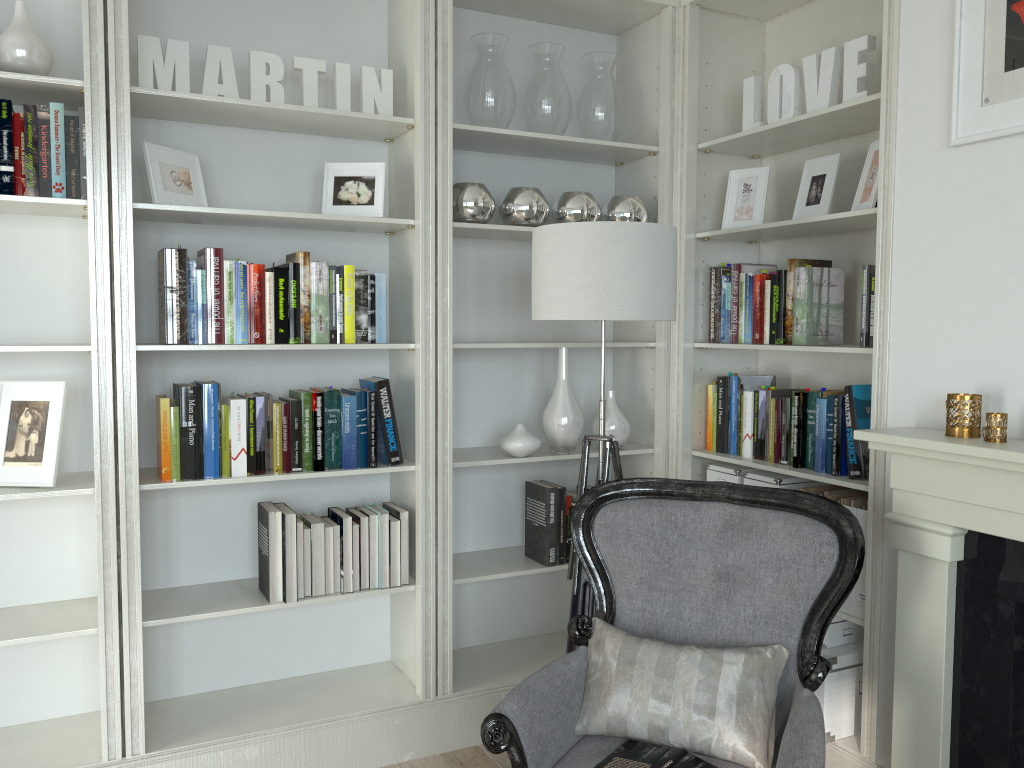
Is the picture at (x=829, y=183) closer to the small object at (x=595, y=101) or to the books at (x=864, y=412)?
the books at (x=864, y=412)

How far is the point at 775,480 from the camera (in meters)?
3.02

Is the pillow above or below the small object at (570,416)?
below

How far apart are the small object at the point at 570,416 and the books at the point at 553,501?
0.13m

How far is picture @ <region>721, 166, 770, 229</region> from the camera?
3.17m

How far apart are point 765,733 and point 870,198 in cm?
157

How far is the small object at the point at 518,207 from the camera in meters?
3.1

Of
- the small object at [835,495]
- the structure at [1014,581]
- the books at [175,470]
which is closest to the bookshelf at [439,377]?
the books at [175,470]

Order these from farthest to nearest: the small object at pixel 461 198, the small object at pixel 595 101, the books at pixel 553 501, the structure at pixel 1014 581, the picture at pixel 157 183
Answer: the small object at pixel 595 101
the books at pixel 553 501
the small object at pixel 461 198
the picture at pixel 157 183
the structure at pixel 1014 581

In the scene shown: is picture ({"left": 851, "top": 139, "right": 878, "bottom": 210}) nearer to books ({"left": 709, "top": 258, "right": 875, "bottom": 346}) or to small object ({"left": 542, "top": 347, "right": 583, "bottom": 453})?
books ({"left": 709, "top": 258, "right": 875, "bottom": 346})
